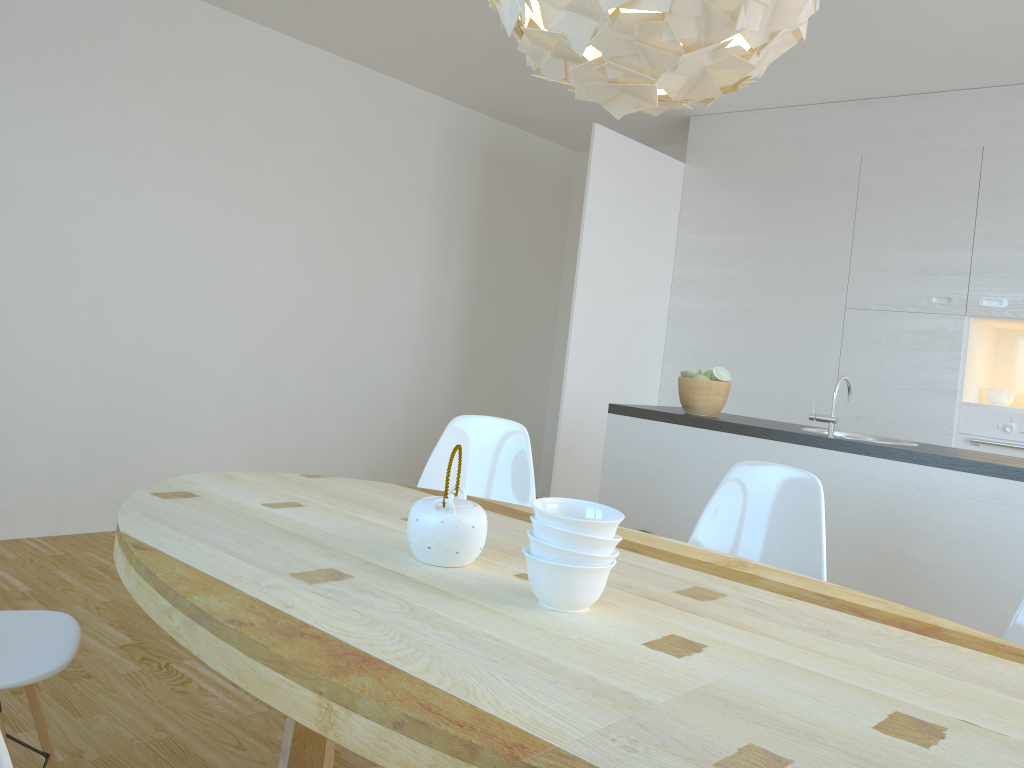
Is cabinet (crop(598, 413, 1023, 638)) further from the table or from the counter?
the table

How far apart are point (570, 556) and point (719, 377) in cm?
220

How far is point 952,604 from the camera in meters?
2.7

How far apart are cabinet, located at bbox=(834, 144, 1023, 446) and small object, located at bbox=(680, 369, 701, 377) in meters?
1.7

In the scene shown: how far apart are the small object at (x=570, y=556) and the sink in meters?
2.3 m

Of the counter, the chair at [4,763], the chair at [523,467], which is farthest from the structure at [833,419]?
the chair at [4,763]

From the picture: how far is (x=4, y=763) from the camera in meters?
0.8

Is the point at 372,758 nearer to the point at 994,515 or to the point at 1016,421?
the point at 994,515

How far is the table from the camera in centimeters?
99cm

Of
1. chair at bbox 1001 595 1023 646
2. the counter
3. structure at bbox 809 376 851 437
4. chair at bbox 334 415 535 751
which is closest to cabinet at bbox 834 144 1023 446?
the counter
